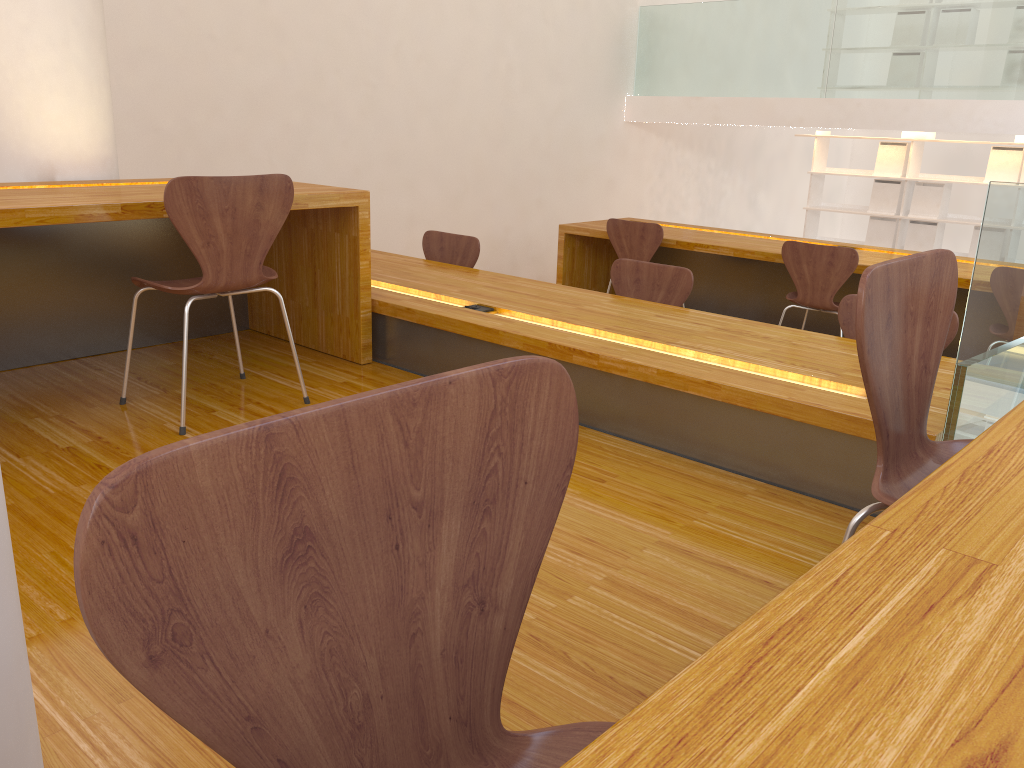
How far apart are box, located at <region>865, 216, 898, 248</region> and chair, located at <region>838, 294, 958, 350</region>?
5.52m

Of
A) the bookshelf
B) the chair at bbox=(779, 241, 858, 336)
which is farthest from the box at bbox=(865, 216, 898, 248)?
the chair at bbox=(779, 241, 858, 336)

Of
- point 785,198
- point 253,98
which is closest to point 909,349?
point 253,98

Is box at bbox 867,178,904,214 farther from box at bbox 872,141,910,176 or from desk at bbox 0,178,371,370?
desk at bbox 0,178,371,370

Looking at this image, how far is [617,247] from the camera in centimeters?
518cm

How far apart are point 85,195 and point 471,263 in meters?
1.9

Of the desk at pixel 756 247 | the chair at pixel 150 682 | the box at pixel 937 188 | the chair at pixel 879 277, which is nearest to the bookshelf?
the box at pixel 937 188

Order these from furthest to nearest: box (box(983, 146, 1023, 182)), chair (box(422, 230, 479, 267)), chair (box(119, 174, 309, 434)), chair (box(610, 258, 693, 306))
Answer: box (box(983, 146, 1023, 182))
chair (box(422, 230, 479, 267))
chair (box(610, 258, 693, 306))
chair (box(119, 174, 309, 434))

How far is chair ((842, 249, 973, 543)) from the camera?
1.18m

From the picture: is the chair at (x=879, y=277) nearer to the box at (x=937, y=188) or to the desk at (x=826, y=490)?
the desk at (x=826, y=490)
